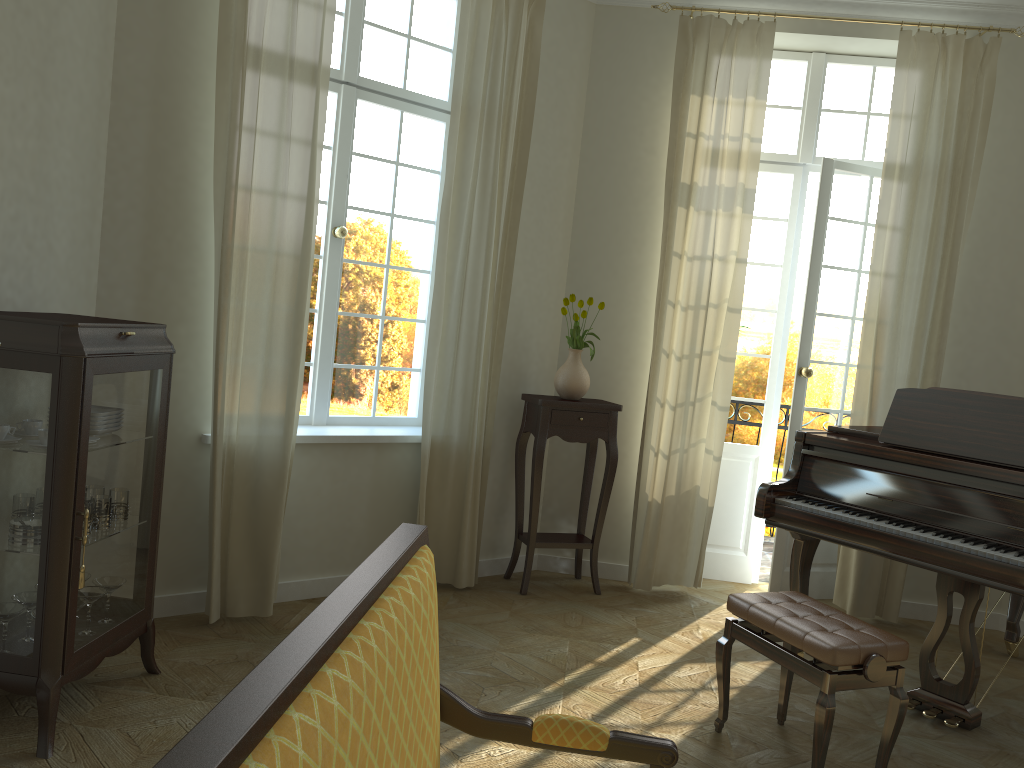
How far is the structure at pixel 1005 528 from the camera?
3.48m

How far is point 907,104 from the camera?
5.0 meters

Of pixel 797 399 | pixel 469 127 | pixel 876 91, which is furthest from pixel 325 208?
pixel 876 91

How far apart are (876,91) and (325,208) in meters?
3.5 m

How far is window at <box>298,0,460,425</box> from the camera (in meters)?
4.75

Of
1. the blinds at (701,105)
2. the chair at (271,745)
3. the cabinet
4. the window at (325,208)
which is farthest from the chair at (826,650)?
the window at (325,208)

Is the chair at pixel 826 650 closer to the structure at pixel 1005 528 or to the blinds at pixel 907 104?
the structure at pixel 1005 528

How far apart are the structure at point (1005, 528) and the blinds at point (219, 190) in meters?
2.2 m

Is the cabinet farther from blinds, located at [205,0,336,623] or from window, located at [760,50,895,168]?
window, located at [760,50,895,168]

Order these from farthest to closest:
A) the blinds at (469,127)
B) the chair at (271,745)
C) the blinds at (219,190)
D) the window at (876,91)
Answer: the window at (876,91) < the blinds at (469,127) < the blinds at (219,190) < the chair at (271,745)
